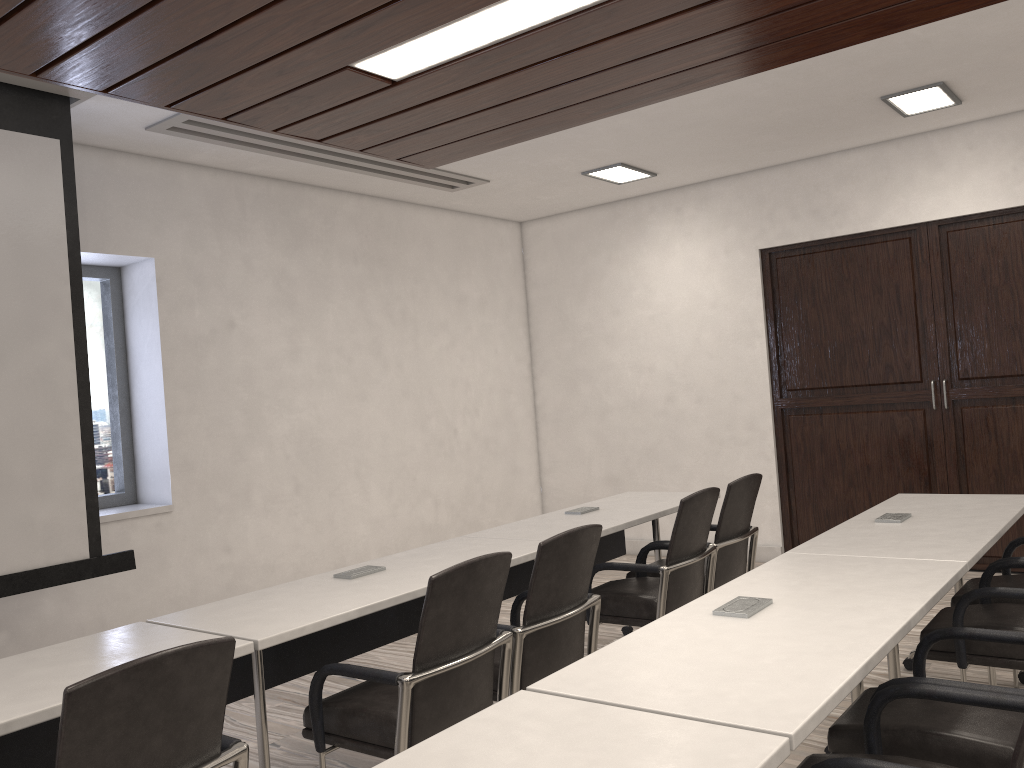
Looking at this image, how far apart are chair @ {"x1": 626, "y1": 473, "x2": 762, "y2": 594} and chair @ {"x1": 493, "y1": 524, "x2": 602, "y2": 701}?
1.1 meters

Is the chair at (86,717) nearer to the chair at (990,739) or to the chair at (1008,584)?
the chair at (990,739)

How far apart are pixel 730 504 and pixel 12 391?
3.2 meters

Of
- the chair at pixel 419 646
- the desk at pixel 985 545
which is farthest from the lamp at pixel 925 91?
the chair at pixel 419 646

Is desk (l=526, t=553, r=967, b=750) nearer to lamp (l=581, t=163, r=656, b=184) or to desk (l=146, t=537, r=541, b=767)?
desk (l=146, t=537, r=541, b=767)

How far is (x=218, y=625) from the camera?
2.6 meters

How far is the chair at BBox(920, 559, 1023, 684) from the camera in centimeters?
294cm

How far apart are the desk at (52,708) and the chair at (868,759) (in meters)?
1.45

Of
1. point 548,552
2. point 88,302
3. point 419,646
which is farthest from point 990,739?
point 88,302

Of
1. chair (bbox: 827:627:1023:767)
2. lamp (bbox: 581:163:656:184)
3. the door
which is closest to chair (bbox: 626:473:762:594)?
chair (bbox: 827:627:1023:767)
